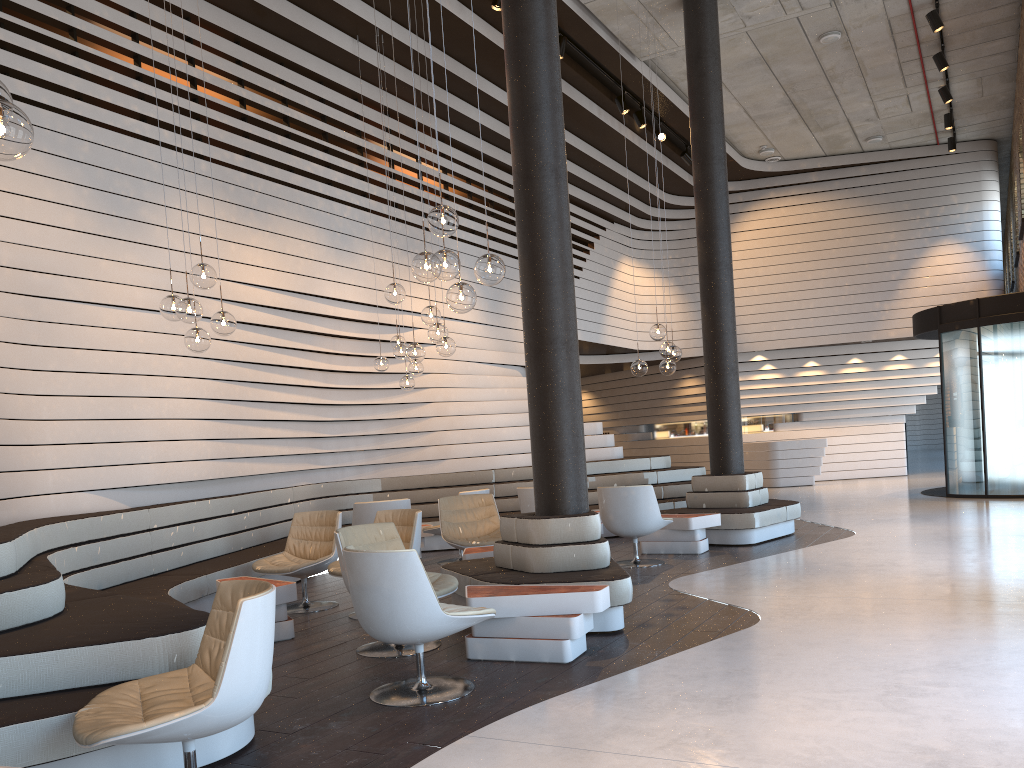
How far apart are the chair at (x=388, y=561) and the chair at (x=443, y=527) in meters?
3.0 m

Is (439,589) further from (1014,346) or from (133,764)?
(1014,346)

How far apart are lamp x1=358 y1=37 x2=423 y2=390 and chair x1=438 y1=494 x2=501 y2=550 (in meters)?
1.59

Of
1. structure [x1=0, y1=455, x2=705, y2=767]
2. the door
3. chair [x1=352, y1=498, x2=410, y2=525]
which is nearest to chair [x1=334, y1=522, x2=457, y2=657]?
structure [x1=0, y1=455, x2=705, y2=767]

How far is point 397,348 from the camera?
9.2m

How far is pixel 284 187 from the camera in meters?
9.0

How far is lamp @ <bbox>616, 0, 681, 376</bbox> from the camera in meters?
8.7

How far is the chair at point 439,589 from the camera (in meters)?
5.23

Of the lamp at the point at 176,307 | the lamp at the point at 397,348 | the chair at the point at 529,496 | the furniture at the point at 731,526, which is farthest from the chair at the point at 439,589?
the furniture at the point at 731,526

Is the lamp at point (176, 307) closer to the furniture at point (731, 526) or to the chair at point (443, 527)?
the chair at point (443, 527)
